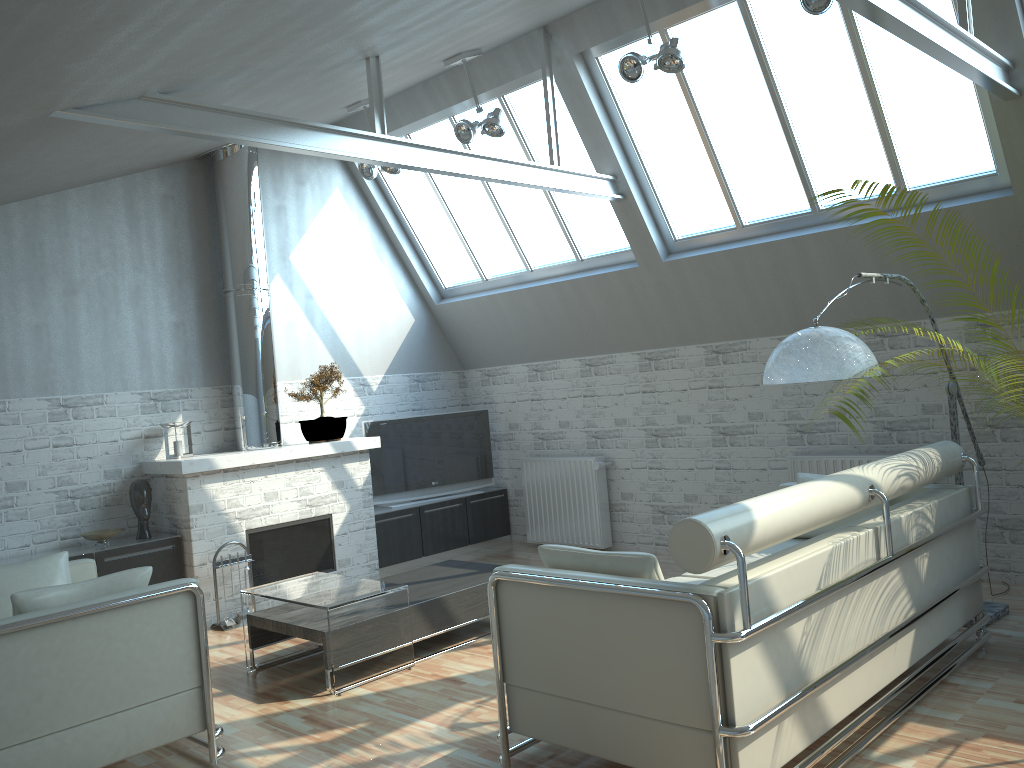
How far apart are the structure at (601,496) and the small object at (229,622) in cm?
573

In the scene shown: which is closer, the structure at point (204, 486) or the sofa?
the sofa

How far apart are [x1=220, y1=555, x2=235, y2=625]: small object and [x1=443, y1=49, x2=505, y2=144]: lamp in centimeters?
724cm

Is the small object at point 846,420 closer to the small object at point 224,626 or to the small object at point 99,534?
the small object at point 224,626

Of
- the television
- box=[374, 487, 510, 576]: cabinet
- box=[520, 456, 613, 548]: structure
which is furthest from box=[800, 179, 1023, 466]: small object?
the television

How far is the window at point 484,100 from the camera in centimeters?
1333cm

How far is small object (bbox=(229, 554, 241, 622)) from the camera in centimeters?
1190cm

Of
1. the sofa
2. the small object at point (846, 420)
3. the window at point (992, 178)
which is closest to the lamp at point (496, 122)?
the window at point (992, 178)

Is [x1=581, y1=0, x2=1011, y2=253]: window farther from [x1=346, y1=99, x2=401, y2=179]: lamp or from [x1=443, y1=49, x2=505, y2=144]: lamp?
[x1=346, y1=99, x2=401, y2=179]: lamp

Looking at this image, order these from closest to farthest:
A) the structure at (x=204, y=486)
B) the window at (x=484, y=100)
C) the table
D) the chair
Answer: Answer: the chair
the table
the structure at (x=204, y=486)
the window at (x=484, y=100)
